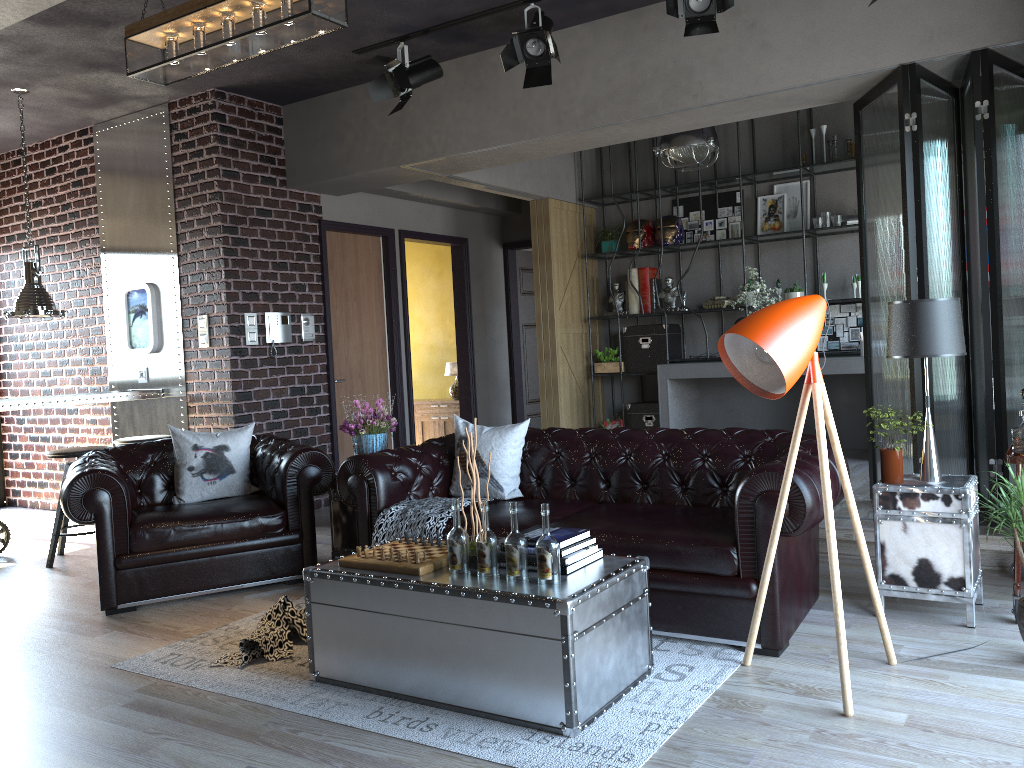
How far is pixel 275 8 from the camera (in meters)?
3.79

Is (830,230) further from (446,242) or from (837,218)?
(446,242)

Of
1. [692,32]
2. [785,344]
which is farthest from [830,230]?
[785,344]

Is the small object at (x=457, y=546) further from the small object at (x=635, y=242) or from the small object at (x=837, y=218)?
the small object at (x=635, y=242)

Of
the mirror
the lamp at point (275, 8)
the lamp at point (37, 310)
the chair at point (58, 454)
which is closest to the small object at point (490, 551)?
the lamp at point (275, 8)

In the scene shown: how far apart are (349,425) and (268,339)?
2.29m

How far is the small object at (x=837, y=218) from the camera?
7.83m

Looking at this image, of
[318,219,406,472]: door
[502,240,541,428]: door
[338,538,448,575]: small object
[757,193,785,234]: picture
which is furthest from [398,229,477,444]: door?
[338,538,448,575]: small object

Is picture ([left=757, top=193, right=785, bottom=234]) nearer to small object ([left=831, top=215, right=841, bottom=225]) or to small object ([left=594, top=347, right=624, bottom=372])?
small object ([left=831, top=215, right=841, bottom=225])

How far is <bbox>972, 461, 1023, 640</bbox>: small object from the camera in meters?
3.3
